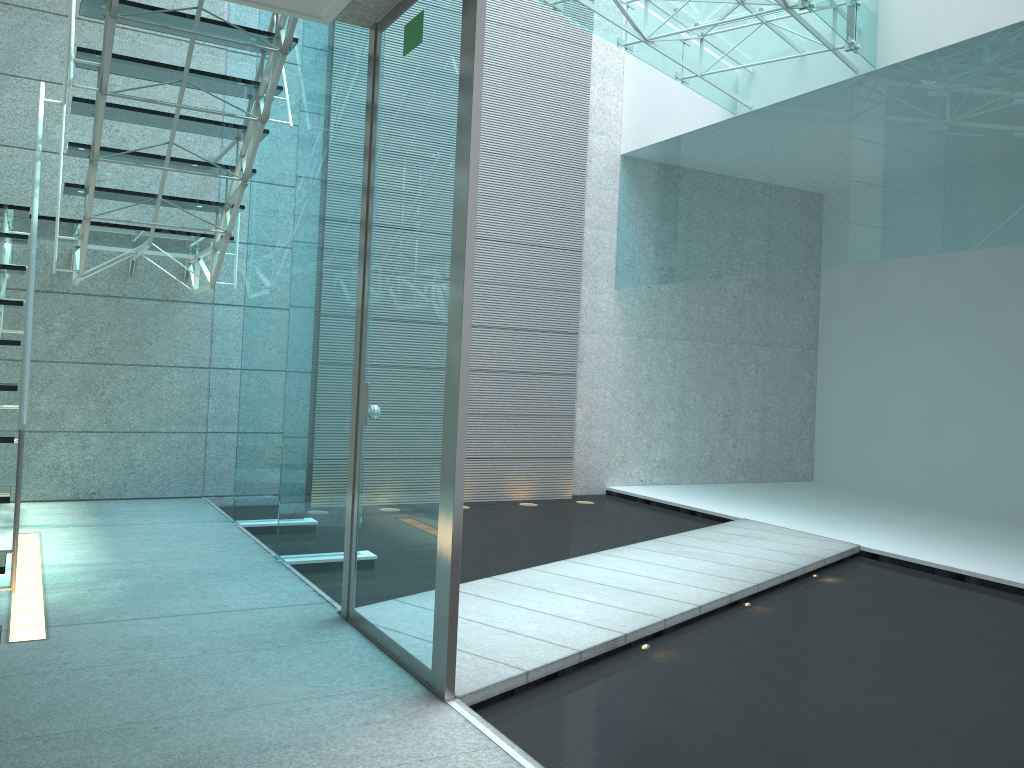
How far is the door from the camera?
2.33m

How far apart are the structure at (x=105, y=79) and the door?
0.5 meters

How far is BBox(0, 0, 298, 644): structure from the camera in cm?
343

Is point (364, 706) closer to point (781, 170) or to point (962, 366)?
point (781, 170)

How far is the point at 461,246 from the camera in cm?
233

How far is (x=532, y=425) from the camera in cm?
649

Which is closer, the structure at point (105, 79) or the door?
the door

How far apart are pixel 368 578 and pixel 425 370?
0.8 meters

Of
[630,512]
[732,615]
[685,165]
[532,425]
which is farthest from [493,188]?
[732,615]

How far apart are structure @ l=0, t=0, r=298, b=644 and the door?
0.53m
